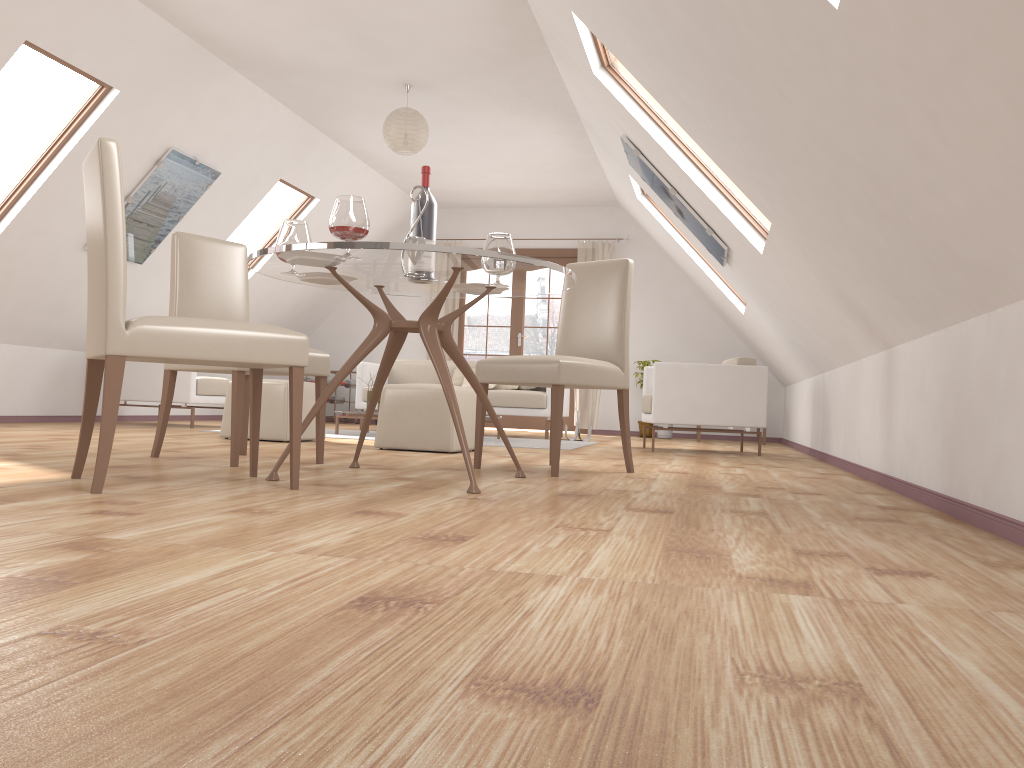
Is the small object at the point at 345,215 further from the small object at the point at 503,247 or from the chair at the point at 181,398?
the chair at the point at 181,398

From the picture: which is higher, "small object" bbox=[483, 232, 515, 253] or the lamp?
the lamp

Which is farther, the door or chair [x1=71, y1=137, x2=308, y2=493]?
the door

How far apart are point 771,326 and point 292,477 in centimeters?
479cm

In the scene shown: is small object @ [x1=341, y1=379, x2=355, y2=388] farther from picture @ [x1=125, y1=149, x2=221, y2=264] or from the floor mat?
picture @ [x1=125, y1=149, x2=221, y2=264]

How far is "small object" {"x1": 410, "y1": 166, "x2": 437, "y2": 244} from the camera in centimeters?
341cm

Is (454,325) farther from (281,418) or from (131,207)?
(281,418)

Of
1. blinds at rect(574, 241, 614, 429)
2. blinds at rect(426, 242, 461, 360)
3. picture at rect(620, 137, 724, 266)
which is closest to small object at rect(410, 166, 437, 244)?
picture at rect(620, 137, 724, 266)

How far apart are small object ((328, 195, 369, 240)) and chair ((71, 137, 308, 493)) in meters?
0.4 m

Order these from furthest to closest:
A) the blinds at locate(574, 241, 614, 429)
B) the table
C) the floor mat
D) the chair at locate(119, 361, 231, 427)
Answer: the blinds at locate(574, 241, 614, 429) → the chair at locate(119, 361, 231, 427) → the floor mat → the table
